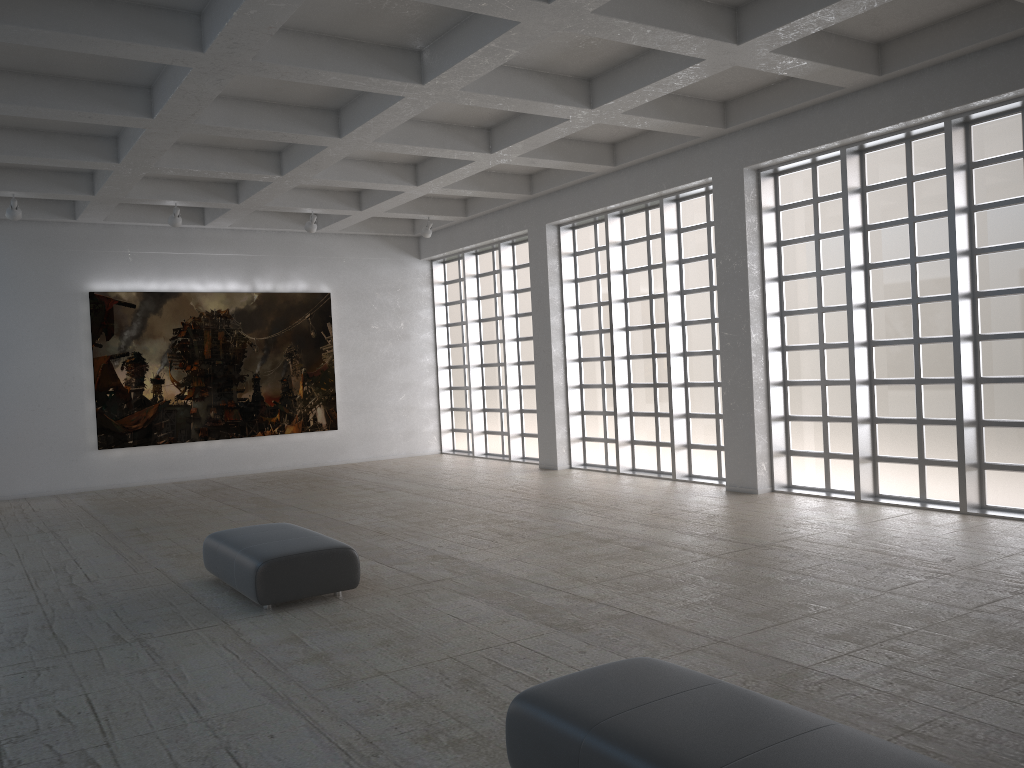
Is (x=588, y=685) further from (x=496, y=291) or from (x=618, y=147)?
(x=496, y=291)
